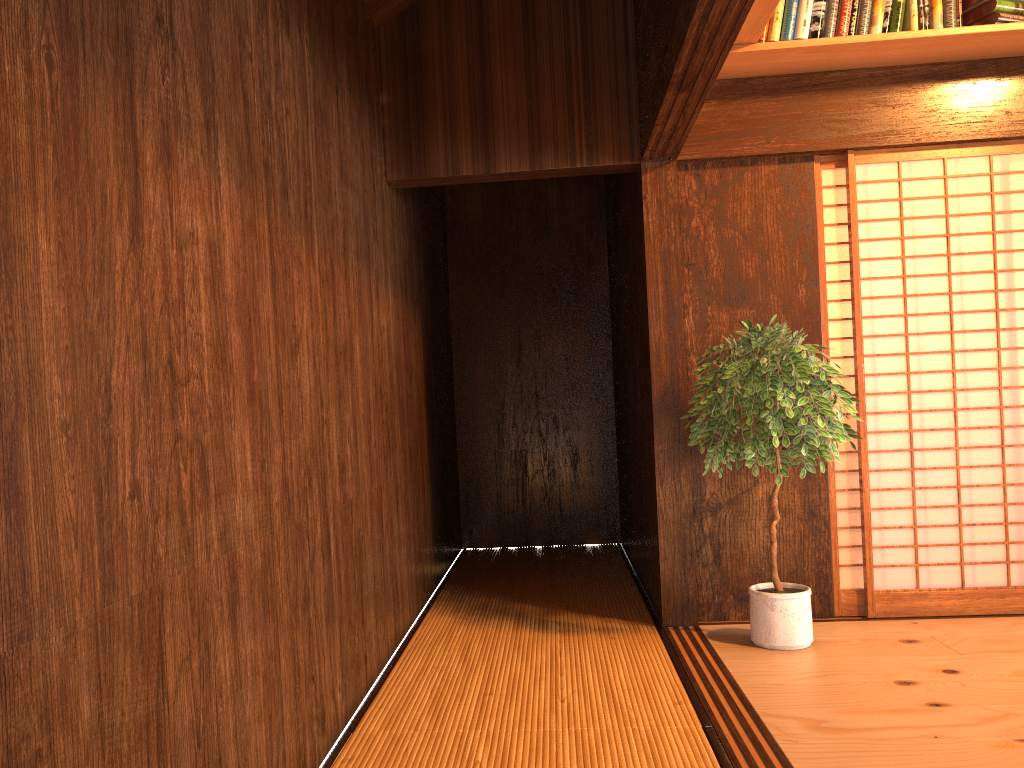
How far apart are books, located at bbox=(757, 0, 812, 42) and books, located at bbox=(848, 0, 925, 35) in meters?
0.2

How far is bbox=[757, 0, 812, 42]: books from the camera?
3.6 meters

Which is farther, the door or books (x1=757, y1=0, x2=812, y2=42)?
the door

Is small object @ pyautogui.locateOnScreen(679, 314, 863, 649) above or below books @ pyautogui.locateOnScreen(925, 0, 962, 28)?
below

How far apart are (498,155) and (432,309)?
1.6 meters

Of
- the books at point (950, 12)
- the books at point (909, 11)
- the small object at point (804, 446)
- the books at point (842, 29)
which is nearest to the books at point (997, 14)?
the books at point (950, 12)

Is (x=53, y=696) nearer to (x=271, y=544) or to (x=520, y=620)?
(x=271, y=544)

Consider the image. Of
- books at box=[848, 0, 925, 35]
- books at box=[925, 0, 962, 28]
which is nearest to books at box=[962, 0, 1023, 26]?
books at box=[925, 0, 962, 28]

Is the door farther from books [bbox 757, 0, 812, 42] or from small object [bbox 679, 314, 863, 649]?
books [bbox 757, 0, 812, 42]

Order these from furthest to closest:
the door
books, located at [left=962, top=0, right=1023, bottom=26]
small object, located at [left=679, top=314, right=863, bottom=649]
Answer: the door < books, located at [left=962, top=0, right=1023, bottom=26] < small object, located at [left=679, top=314, right=863, bottom=649]
